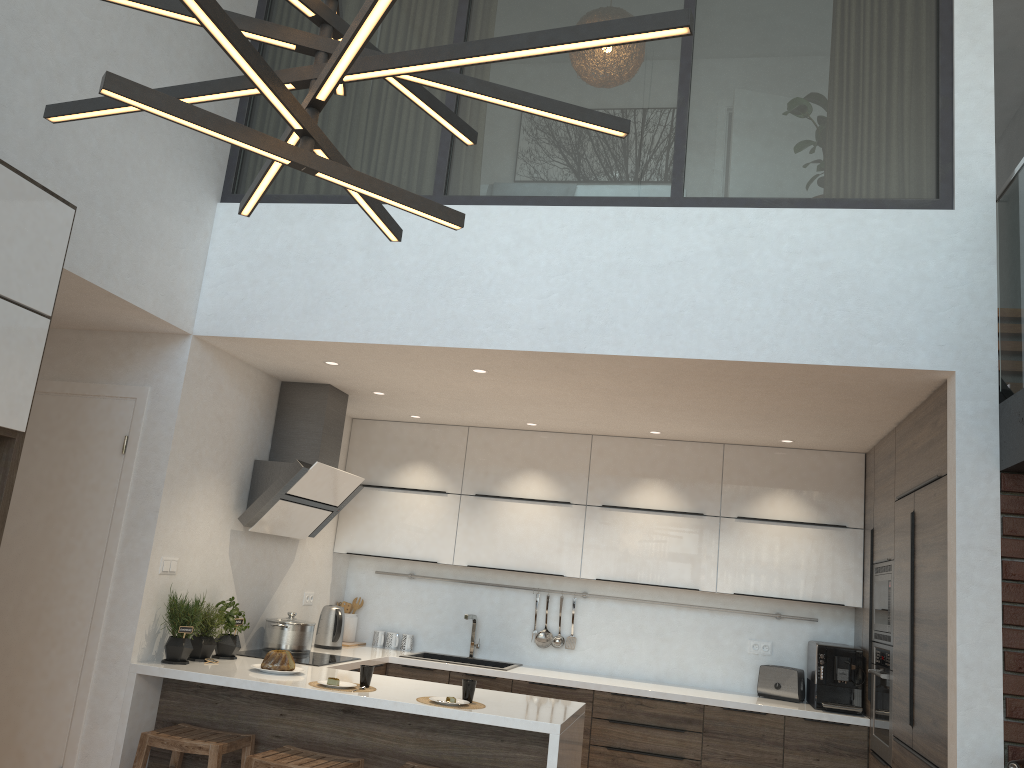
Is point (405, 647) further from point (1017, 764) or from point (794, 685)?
point (1017, 764)

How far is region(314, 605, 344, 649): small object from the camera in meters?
5.6

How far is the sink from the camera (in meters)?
5.89

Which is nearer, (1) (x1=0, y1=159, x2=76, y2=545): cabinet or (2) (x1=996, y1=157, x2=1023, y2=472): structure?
(1) (x1=0, y1=159, x2=76, y2=545): cabinet

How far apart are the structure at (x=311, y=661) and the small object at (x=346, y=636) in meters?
0.9

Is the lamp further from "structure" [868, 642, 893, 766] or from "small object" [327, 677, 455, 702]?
"structure" [868, 642, 893, 766]

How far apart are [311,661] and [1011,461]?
3.5 meters

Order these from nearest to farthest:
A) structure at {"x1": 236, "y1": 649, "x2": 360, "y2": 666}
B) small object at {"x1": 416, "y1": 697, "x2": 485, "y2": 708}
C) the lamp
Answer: the lamp
small object at {"x1": 416, "y1": 697, "x2": 485, "y2": 708}
structure at {"x1": 236, "y1": 649, "x2": 360, "y2": 666}

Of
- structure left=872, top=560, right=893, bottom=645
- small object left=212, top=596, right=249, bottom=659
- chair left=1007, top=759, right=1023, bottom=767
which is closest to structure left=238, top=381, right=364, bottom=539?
small object left=212, top=596, right=249, bottom=659

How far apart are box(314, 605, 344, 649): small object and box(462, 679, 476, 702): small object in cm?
194
